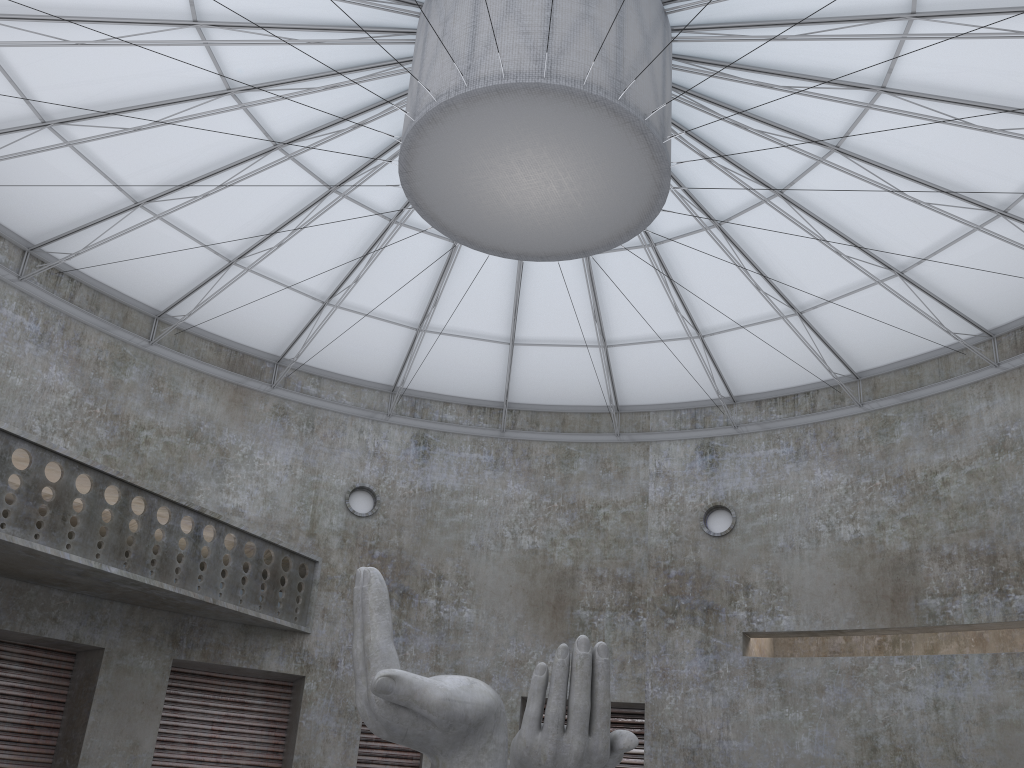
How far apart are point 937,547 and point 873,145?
15.3m

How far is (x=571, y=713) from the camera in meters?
15.6

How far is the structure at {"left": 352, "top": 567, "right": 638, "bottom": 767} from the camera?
→ 15.6 meters
